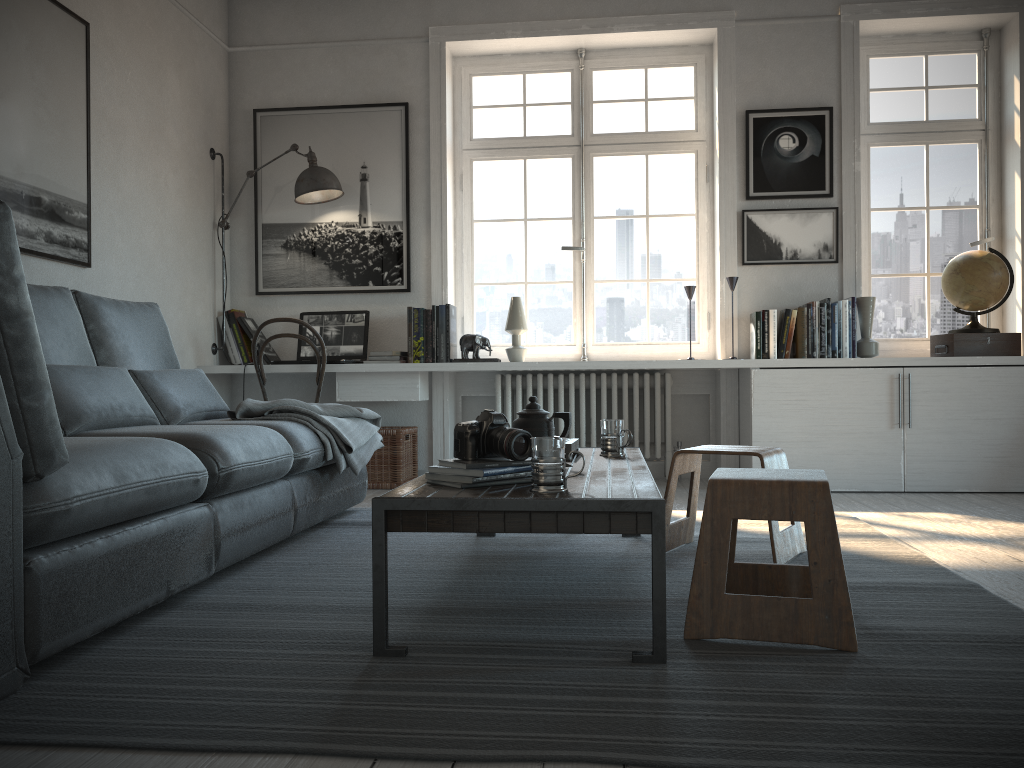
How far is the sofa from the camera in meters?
1.6

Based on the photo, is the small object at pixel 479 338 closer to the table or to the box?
the table

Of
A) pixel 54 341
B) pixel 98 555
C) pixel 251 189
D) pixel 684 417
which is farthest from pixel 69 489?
pixel 684 417

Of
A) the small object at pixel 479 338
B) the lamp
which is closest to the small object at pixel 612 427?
the small object at pixel 479 338

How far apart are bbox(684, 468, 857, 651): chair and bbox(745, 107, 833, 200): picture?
3.08m

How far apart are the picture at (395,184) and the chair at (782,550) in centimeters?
256cm

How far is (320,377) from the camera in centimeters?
465cm

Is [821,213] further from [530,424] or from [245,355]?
[245,355]

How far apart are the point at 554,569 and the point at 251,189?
3.5m

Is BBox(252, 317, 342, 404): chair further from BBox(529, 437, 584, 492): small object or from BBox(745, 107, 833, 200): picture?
BBox(529, 437, 584, 492): small object
